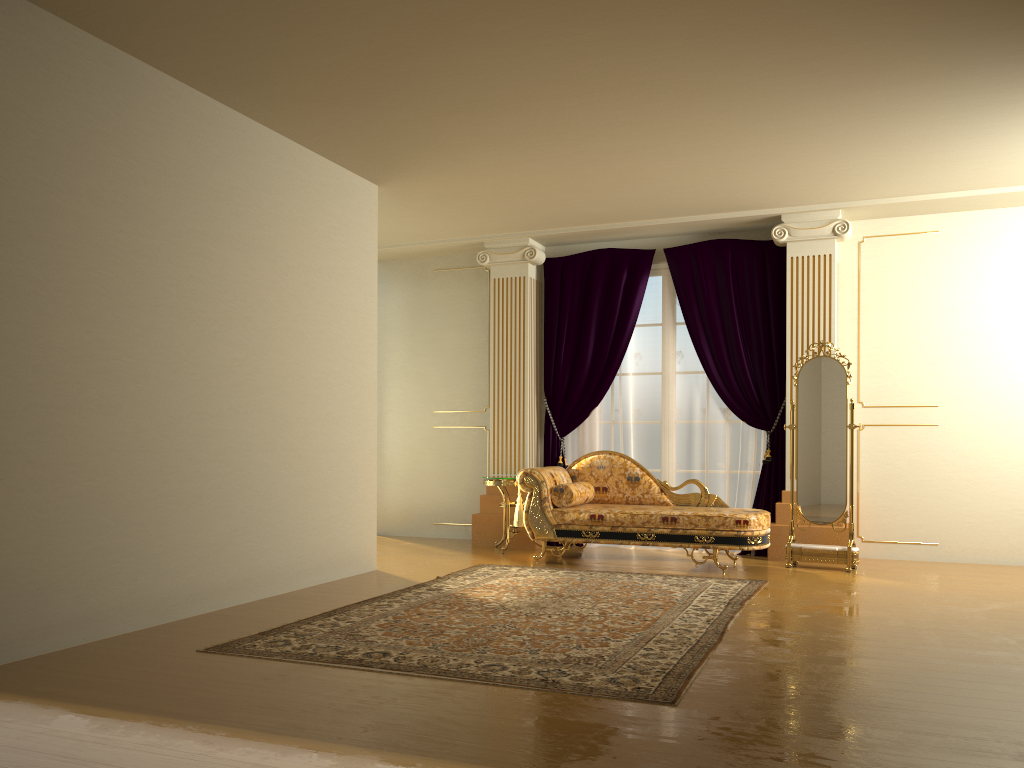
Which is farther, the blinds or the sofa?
the blinds

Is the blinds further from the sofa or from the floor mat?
the floor mat

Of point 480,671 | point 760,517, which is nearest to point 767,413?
point 760,517

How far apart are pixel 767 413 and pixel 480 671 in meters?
4.5

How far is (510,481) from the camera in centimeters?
729cm

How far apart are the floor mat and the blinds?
1.56m

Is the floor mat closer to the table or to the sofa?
the sofa

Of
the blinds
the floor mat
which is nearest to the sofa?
the floor mat

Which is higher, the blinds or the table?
the blinds

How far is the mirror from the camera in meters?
6.5
